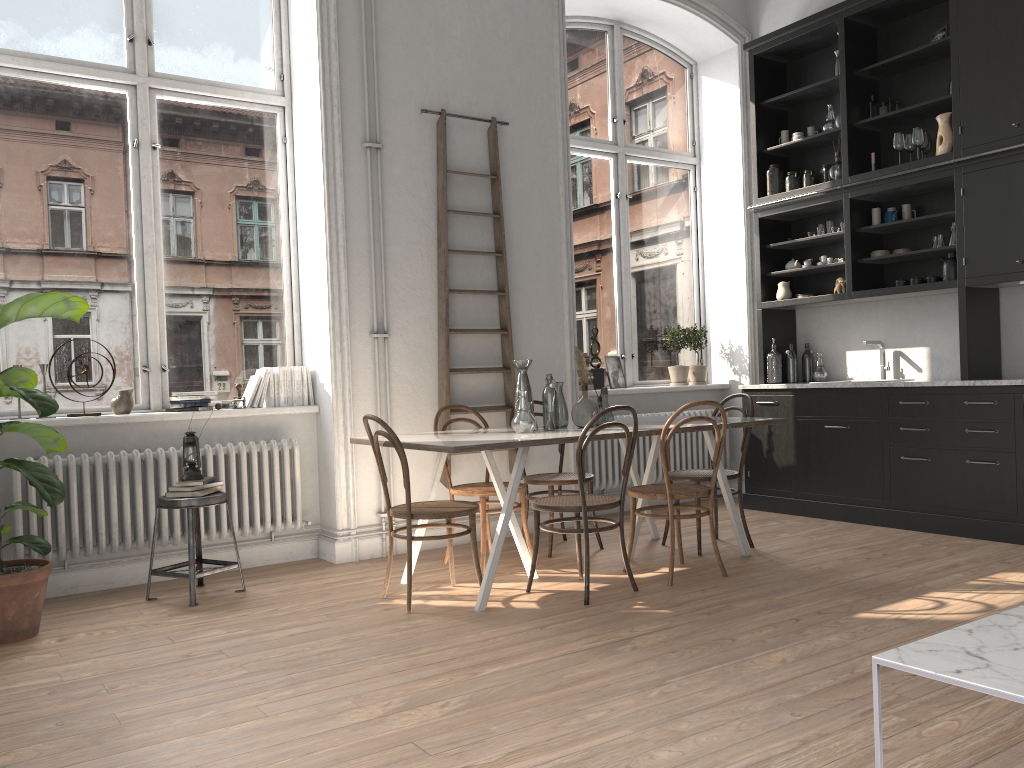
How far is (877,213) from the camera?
6.2m

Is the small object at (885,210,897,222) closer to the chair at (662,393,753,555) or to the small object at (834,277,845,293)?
the small object at (834,277,845,293)

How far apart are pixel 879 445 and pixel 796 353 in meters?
1.4 m

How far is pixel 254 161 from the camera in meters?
5.6

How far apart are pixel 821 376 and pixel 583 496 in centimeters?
331cm

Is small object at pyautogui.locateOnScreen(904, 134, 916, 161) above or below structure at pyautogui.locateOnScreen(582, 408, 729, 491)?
above

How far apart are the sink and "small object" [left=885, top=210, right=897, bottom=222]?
0.9 meters

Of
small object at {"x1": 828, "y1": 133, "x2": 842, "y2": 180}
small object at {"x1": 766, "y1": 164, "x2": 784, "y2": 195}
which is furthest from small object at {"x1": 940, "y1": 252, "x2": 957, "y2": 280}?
small object at {"x1": 766, "y1": 164, "x2": 784, "y2": 195}

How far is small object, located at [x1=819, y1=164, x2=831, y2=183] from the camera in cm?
657

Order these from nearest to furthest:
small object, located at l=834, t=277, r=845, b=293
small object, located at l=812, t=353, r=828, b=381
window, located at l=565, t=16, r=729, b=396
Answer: small object, located at l=834, t=277, r=845, b=293 → small object, located at l=812, t=353, r=828, b=381 → window, located at l=565, t=16, r=729, b=396
